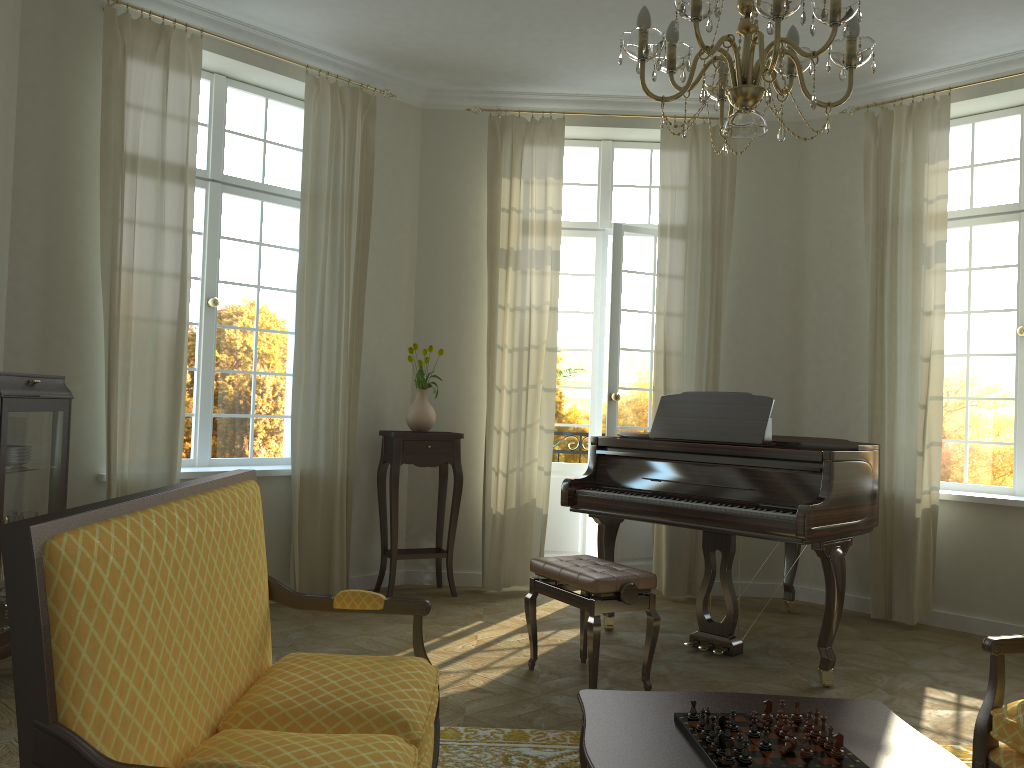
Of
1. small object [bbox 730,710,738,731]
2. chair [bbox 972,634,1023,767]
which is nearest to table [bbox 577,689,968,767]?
small object [bbox 730,710,738,731]

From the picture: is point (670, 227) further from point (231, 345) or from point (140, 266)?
point (140, 266)

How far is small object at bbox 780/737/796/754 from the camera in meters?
2.1 m

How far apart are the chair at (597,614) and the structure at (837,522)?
0.43m

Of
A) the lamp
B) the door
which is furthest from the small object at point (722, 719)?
the door

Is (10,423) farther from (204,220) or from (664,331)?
(664,331)

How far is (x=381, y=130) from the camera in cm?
629

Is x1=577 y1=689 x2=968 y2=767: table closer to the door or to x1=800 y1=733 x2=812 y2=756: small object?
x1=800 y1=733 x2=812 y2=756: small object

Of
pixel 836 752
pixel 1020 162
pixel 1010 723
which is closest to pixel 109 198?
pixel 836 752

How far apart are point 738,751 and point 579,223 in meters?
5.2 m
